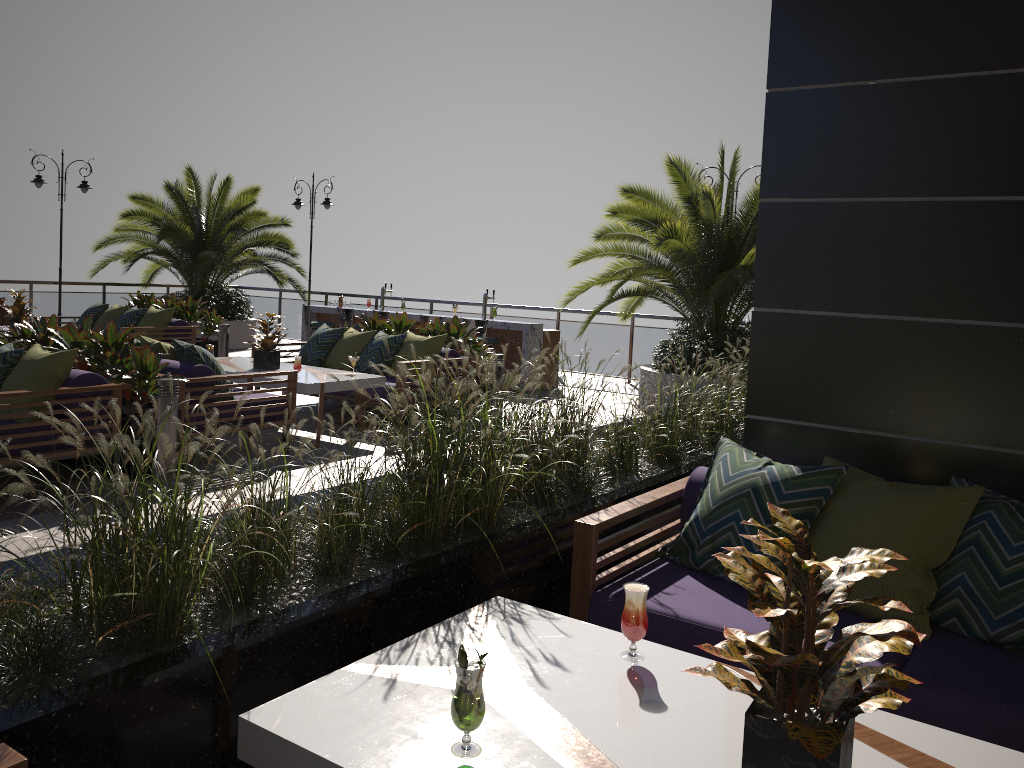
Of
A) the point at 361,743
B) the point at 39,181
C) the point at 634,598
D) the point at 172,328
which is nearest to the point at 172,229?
the point at 39,181

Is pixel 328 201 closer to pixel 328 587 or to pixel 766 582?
pixel 328 587

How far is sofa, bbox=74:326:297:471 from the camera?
6.4 meters

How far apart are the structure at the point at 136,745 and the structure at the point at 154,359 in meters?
2.7 m

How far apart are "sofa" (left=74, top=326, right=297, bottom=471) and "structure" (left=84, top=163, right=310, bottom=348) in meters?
7.5 m

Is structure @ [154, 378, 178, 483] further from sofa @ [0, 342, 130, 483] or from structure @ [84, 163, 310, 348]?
structure @ [84, 163, 310, 348]

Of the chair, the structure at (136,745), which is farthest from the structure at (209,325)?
the structure at (136,745)

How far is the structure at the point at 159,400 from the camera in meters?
6.0 m

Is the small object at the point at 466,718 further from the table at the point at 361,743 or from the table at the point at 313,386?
Result: the table at the point at 313,386

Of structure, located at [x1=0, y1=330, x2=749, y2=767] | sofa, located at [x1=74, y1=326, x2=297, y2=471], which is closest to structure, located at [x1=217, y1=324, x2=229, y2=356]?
sofa, located at [x1=74, y1=326, x2=297, y2=471]
